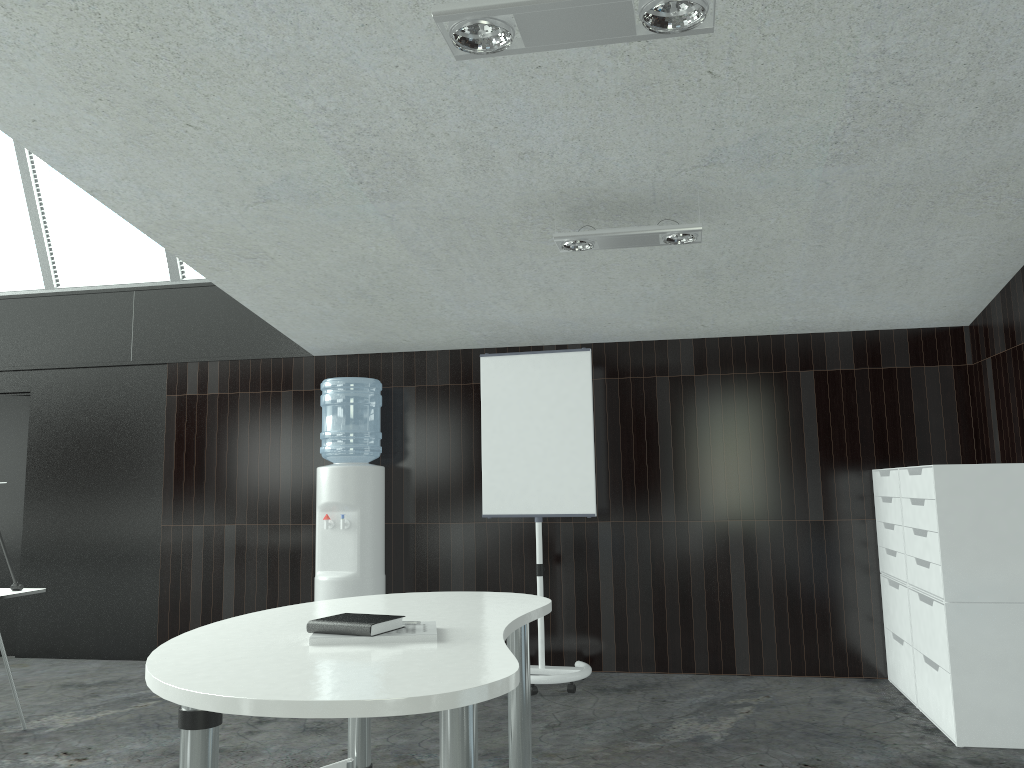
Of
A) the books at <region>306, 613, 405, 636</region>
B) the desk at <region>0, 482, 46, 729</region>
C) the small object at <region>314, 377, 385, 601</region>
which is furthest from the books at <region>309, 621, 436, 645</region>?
the small object at <region>314, 377, 385, 601</region>

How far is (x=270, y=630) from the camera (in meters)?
2.32

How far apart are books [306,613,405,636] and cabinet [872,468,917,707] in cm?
319

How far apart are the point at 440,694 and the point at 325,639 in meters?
0.6 m

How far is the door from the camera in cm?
615

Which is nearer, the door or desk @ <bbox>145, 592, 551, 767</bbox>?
desk @ <bbox>145, 592, 551, 767</bbox>

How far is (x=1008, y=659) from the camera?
3.7m

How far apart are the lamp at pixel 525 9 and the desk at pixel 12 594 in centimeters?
335cm

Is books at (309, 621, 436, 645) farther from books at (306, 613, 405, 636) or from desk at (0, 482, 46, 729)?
desk at (0, 482, 46, 729)

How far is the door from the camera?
6.15m
